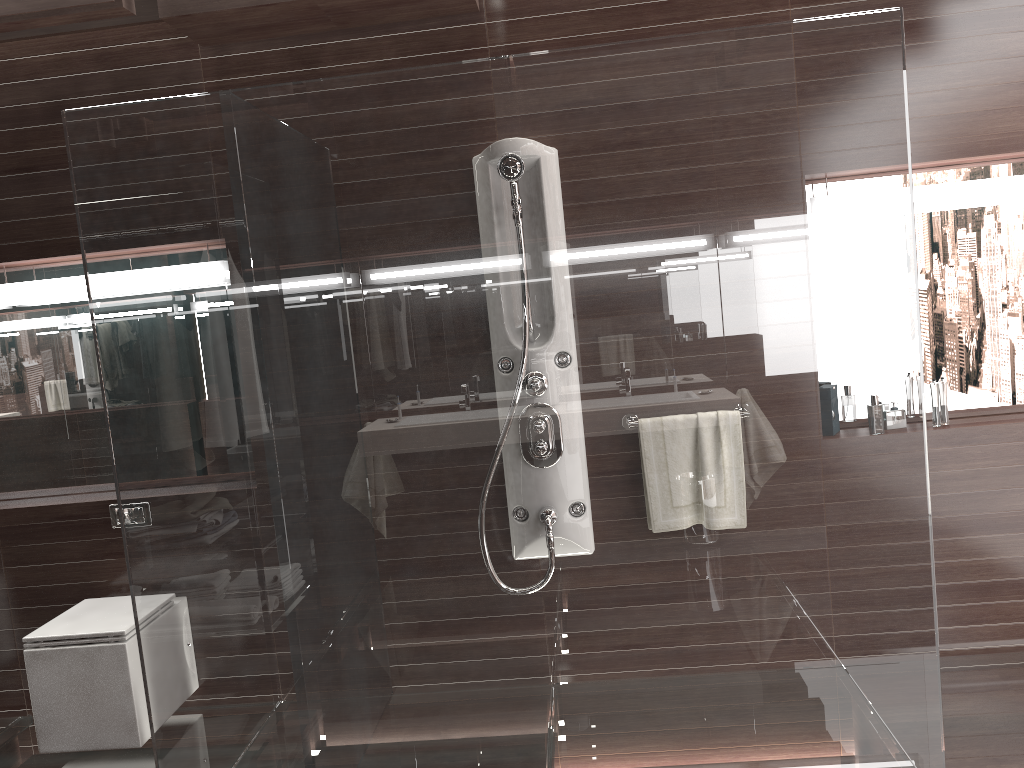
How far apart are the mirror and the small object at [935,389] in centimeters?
14cm

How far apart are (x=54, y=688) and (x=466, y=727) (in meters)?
1.53

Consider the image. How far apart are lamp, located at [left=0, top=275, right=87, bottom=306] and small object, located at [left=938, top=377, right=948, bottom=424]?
3.16m

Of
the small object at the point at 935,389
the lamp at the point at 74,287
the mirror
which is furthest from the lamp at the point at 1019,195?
the lamp at the point at 74,287

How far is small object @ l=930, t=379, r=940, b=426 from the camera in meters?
3.1

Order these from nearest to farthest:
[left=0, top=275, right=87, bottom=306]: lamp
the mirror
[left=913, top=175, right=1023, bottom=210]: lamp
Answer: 1. [left=913, top=175, right=1023, bottom=210]: lamp
2. the mirror
3. [left=0, top=275, right=87, bottom=306]: lamp

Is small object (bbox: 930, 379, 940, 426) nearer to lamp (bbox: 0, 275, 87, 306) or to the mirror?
the mirror

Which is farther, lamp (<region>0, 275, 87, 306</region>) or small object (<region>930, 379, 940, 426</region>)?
lamp (<region>0, 275, 87, 306</region>)

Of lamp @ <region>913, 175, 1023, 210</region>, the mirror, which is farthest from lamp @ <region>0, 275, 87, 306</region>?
lamp @ <region>913, 175, 1023, 210</region>

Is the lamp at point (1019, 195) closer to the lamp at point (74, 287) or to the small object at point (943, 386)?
the small object at point (943, 386)
